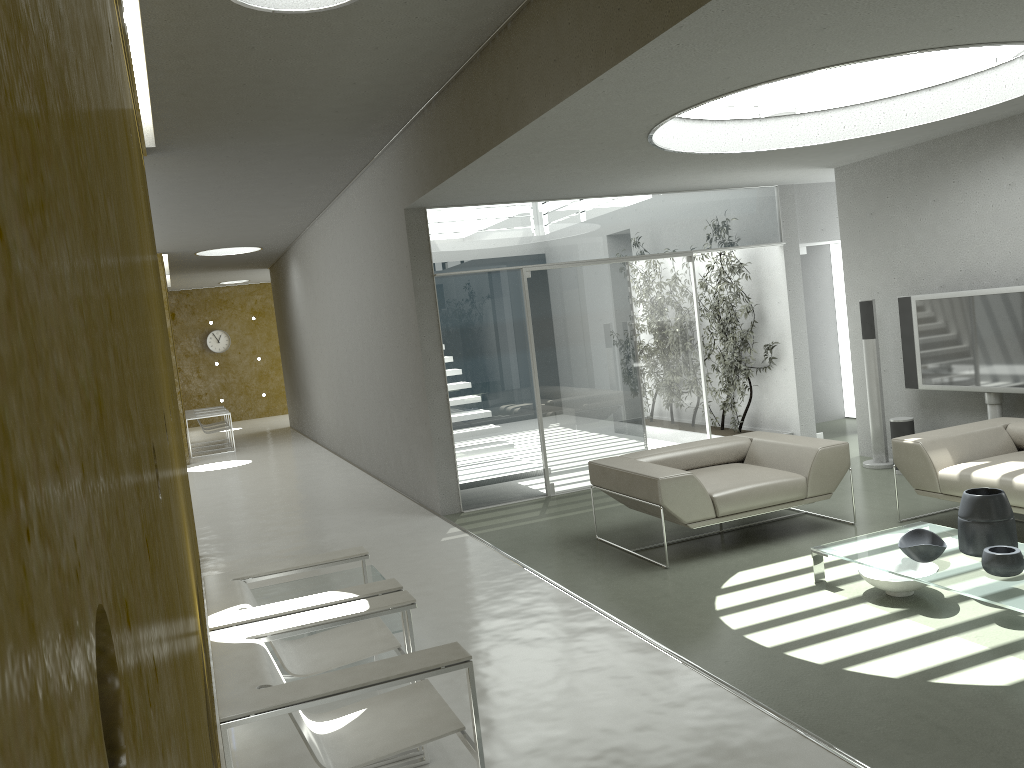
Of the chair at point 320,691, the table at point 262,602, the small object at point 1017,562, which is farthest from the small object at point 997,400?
the chair at point 320,691

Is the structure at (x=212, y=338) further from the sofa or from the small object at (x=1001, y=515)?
the small object at (x=1001, y=515)

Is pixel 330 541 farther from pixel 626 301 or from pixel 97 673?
pixel 97 673

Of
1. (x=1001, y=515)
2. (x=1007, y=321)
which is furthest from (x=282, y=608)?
(x=1007, y=321)

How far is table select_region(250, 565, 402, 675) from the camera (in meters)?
4.71

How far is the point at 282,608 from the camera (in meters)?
3.29

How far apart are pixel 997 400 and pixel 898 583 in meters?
3.0 m

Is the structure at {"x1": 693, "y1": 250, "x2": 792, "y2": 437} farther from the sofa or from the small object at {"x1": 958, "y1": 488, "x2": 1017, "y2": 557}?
the small object at {"x1": 958, "y1": 488, "x2": 1017, "y2": 557}

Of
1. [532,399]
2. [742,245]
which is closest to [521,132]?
[532,399]

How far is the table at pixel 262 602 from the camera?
4.71m
